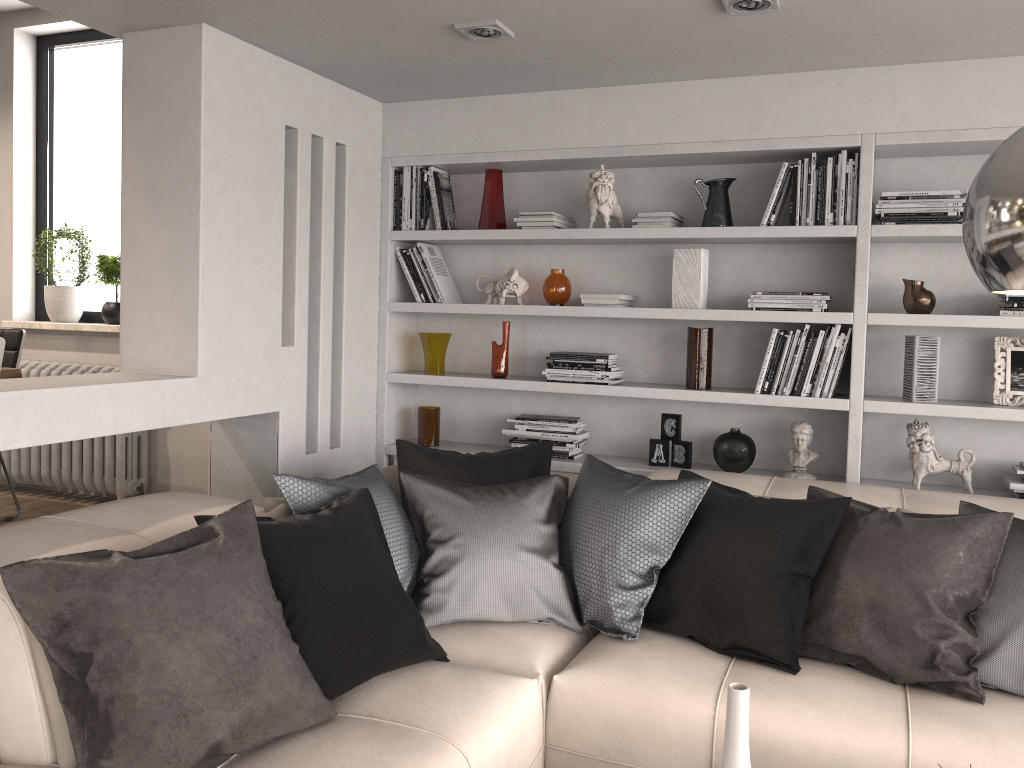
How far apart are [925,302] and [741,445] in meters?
0.9

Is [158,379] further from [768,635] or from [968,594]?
[968,594]

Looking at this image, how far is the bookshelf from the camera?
3.36m

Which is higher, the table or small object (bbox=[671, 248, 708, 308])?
small object (bbox=[671, 248, 708, 308])

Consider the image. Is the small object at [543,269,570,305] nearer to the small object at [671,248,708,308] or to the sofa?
the small object at [671,248,708,308]

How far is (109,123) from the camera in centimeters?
509cm

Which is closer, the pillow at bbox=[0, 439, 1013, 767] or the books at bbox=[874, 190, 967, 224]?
the pillow at bbox=[0, 439, 1013, 767]

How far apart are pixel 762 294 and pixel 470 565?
1.71m

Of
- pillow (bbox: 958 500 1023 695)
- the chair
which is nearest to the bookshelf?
pillow (bbox: 958 500 1023 695)

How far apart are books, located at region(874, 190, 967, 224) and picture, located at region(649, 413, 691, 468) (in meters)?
1.13
